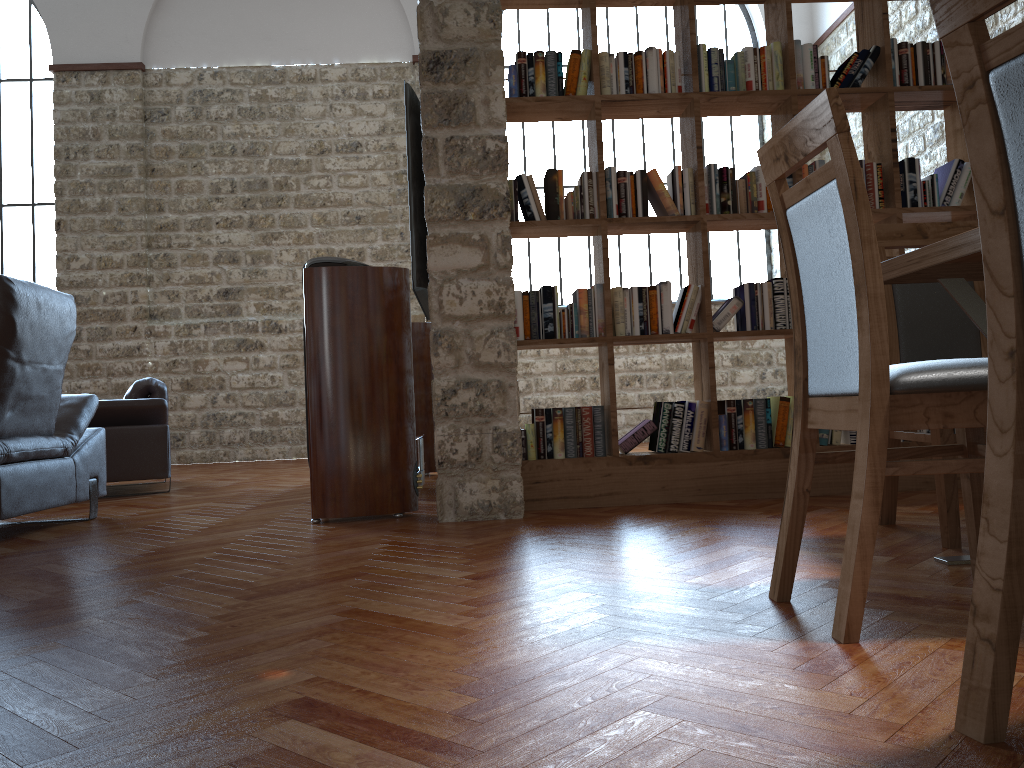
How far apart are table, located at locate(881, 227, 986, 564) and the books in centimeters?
152cm

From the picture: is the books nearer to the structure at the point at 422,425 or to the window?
the structure at the point at 422,425

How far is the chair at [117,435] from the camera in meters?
5.4

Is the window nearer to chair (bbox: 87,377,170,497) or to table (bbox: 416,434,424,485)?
chair (bbox: 87,377,170,497)

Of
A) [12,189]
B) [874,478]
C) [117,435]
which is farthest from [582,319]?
[12,189]

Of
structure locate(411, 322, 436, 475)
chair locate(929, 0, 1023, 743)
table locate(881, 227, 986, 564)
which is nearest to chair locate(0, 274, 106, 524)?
structure locate(411, 322, 436, 475)

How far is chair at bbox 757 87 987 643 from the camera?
1.57m

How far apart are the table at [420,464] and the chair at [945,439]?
2.6m

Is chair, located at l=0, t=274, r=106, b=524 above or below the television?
below

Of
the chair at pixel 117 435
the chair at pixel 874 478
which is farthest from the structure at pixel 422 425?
the chair at pixel 874 478
